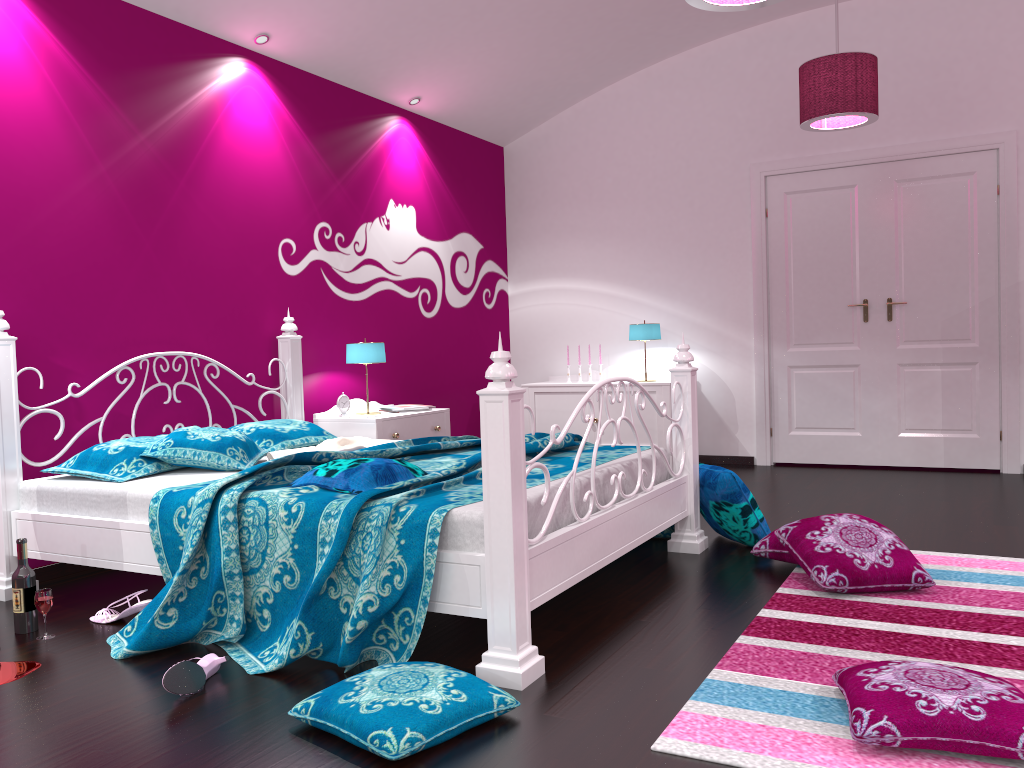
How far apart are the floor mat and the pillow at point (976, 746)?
0.0 meters

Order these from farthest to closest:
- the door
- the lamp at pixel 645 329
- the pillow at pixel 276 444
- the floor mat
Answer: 1. the lamp at pixel 645 329
2. the door
3. the pillow at pixel 276 444
4. the floor mat

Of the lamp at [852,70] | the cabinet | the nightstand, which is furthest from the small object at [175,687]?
the cabinet

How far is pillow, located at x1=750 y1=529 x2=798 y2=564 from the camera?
3.4 meters

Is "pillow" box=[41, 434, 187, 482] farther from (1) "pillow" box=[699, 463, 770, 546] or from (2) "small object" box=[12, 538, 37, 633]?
(1) "pillow" box=[699, 463, 770, 546]

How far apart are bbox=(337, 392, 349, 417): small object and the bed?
0.2m

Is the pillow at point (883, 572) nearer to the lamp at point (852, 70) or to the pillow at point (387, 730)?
the pillow at point (387, 730)

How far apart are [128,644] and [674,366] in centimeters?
465cm

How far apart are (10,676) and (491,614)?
1.39m

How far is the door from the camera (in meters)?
5.62
